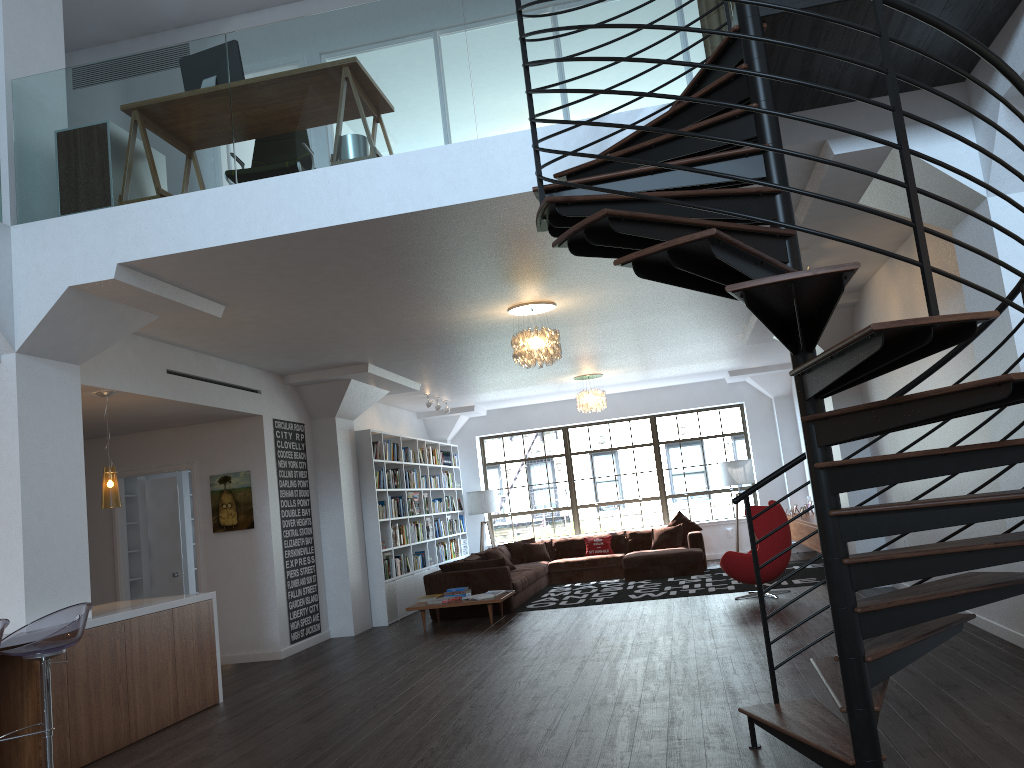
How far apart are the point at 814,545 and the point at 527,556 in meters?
4.6 m

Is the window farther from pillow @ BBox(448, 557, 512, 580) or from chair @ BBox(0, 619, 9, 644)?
chair @ BBox(0, 619, 9, 644)

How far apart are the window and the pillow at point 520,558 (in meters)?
1.54

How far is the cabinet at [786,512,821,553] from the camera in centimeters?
1118cm

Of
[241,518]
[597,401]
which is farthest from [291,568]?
[597,401]

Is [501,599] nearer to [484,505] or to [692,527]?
[692,527]

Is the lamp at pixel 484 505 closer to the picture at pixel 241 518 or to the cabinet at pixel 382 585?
the cabinet at pixel 382 585

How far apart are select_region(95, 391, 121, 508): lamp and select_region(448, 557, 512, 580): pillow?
5.0m

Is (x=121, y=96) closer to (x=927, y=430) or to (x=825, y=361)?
(x=825, y=361)

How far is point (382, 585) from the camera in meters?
10.9
